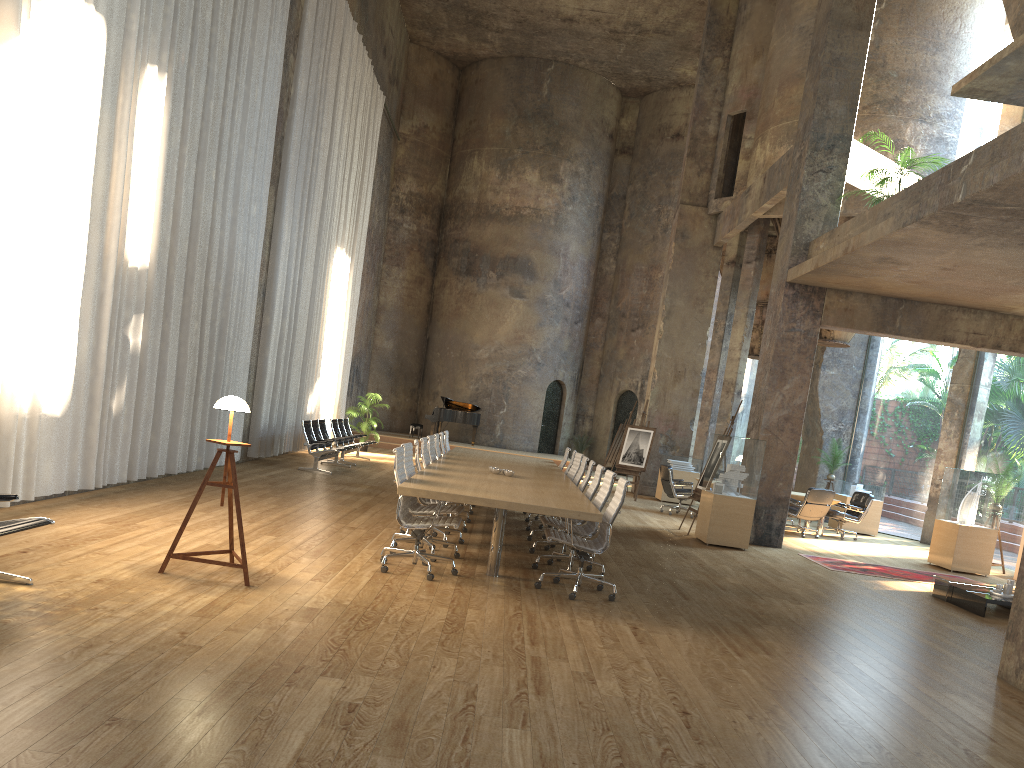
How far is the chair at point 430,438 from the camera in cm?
1071

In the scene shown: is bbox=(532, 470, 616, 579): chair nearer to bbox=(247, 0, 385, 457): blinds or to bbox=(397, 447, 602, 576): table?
bbox=(397, 447, 602, 576): table

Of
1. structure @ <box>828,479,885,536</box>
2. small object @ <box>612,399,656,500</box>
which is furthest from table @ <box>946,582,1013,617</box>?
small object @ <box>612,399,656,500</box>

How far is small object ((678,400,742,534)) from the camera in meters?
13.3 m

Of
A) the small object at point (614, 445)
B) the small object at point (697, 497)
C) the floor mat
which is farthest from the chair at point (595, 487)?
the small object at point (614, 445)

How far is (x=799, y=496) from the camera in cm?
1555

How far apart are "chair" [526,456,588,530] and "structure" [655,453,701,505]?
8.2 meters

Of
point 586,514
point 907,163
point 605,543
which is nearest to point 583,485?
point 605,543

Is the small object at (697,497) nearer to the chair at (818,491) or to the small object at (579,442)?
the chair at (818,491)

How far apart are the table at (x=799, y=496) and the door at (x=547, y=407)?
12.2 meters
